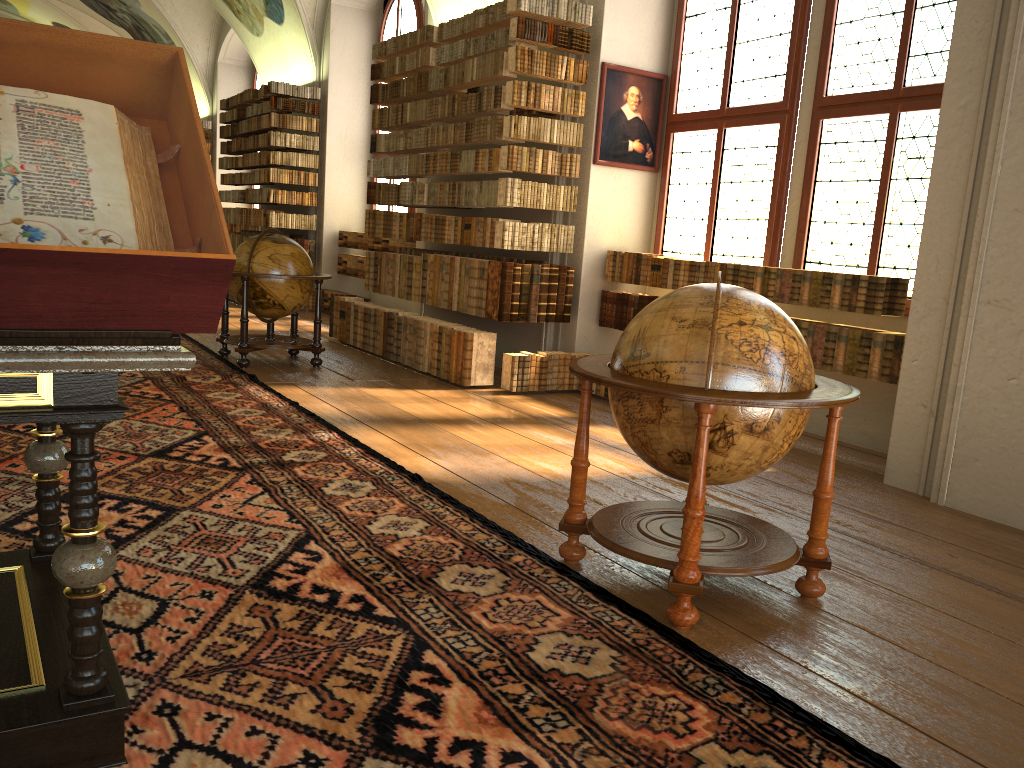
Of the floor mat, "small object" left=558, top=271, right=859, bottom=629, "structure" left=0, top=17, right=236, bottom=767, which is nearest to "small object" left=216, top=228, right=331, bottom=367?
the floor mat

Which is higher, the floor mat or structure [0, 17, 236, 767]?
structure [0, 17, 236, 767]

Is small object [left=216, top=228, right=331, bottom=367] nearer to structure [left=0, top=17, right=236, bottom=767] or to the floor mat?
the floor mat

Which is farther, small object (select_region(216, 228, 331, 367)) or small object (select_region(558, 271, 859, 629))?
small object (select_region(216, 228, 331, 367))

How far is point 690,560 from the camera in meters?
3.5 m

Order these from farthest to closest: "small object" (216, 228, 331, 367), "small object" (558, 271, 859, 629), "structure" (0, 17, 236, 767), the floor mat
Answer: "small object" (216, 228, 331, 367)
"small object" (558, 271, 859, 629)
the floor mat
"structure" (0, 17, 236, 767)

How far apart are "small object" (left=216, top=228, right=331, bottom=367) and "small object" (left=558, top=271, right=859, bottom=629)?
5.6m

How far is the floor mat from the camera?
2.7m

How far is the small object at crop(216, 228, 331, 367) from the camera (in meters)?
9.16

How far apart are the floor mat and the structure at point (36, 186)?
0.0 meters
